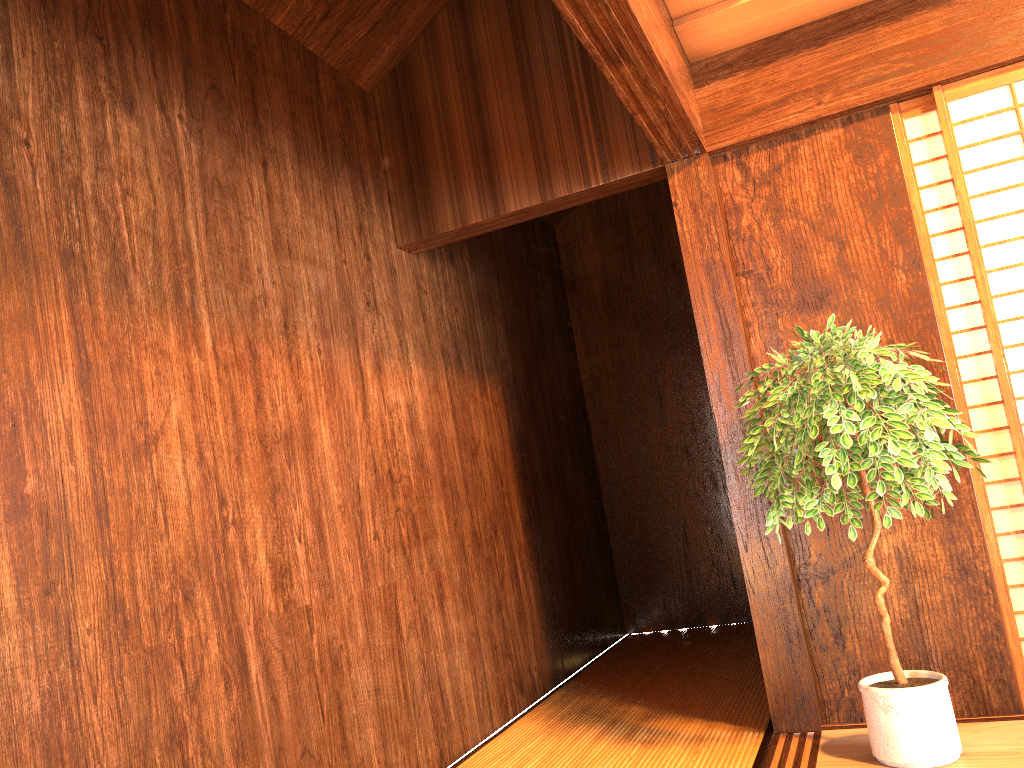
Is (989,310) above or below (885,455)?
above

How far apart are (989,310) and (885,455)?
0.8m

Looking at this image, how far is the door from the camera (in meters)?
2.88

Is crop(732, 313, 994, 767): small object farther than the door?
No

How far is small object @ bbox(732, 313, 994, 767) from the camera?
2.41m

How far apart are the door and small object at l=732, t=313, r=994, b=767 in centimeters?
26cm

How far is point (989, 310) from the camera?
2.9 meters

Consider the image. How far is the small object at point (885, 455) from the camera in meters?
2.4 m
